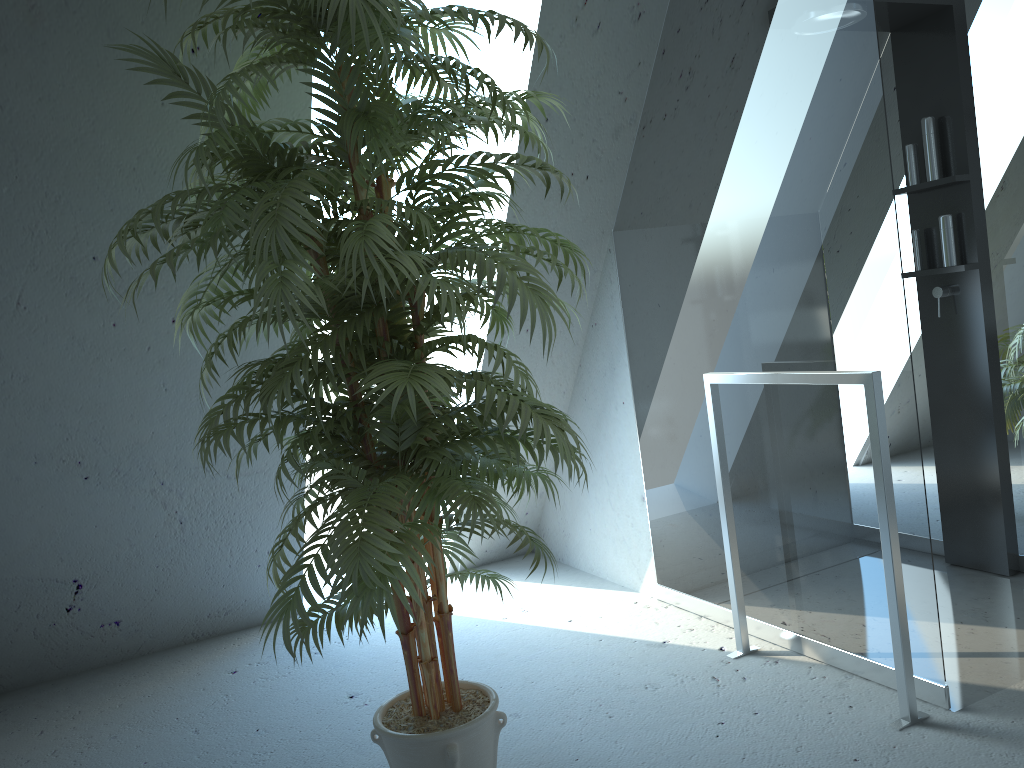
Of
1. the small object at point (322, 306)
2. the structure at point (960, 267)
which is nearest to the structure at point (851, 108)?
the structure at point (960, 267)

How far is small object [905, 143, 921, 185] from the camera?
3.07m

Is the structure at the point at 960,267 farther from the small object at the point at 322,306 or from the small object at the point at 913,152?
the small object at the point at 322,306

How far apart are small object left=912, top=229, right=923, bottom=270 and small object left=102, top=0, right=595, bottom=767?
1.7m

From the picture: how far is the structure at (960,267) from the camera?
2.9 meters

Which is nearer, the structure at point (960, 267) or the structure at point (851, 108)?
the structure at point (851, 108)

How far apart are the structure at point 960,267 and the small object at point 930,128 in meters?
0.0

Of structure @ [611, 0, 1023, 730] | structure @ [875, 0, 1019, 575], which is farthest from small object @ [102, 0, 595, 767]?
structure @ [875, 0, 1019, 575]

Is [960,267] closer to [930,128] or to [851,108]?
[930,128]

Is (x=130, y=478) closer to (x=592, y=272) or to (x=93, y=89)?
(x=93, y=89)
